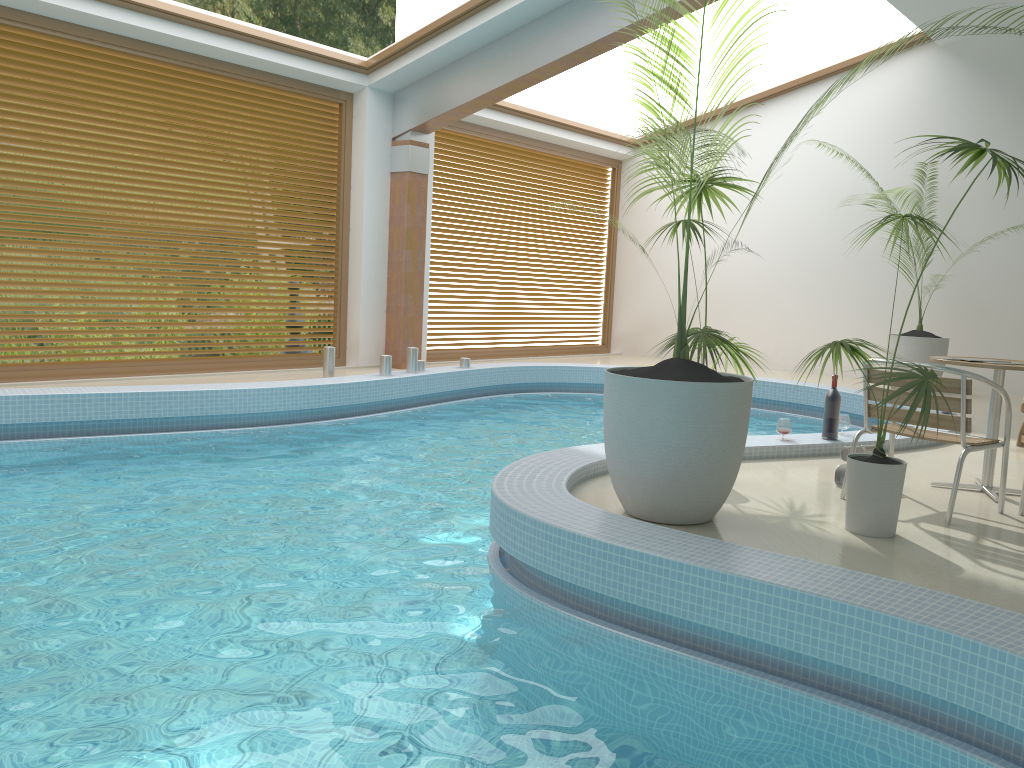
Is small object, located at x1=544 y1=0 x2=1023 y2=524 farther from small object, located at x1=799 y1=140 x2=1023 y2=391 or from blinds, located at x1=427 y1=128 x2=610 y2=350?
blinds, located at x1=427 y1=128 x2=610 y2=350

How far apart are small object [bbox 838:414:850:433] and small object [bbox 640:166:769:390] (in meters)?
1.52

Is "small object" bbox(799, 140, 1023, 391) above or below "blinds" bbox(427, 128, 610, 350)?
below

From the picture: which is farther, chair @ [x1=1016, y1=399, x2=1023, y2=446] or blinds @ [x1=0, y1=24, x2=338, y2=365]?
blinds @ [x1=0, y1=24, x2=338, y2=365]

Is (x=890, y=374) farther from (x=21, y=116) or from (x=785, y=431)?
(x=21, y=116)

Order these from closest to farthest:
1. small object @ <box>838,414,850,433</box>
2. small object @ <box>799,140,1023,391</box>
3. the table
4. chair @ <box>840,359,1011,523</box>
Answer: chair @ <box>840,359,1011,523</box> → the table → small object @ <box>838,414,850,433</box> → small object @ <box>799,140,1023,391</box>

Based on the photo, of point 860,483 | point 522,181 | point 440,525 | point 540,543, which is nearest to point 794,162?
point 522,181

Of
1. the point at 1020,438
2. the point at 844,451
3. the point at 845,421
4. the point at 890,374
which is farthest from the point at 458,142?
the point at 890,374

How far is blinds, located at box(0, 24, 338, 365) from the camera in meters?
7.4

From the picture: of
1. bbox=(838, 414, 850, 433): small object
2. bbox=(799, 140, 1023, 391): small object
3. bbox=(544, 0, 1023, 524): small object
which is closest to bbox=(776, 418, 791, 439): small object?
bbox=(838, 414, 850, 433): small object
